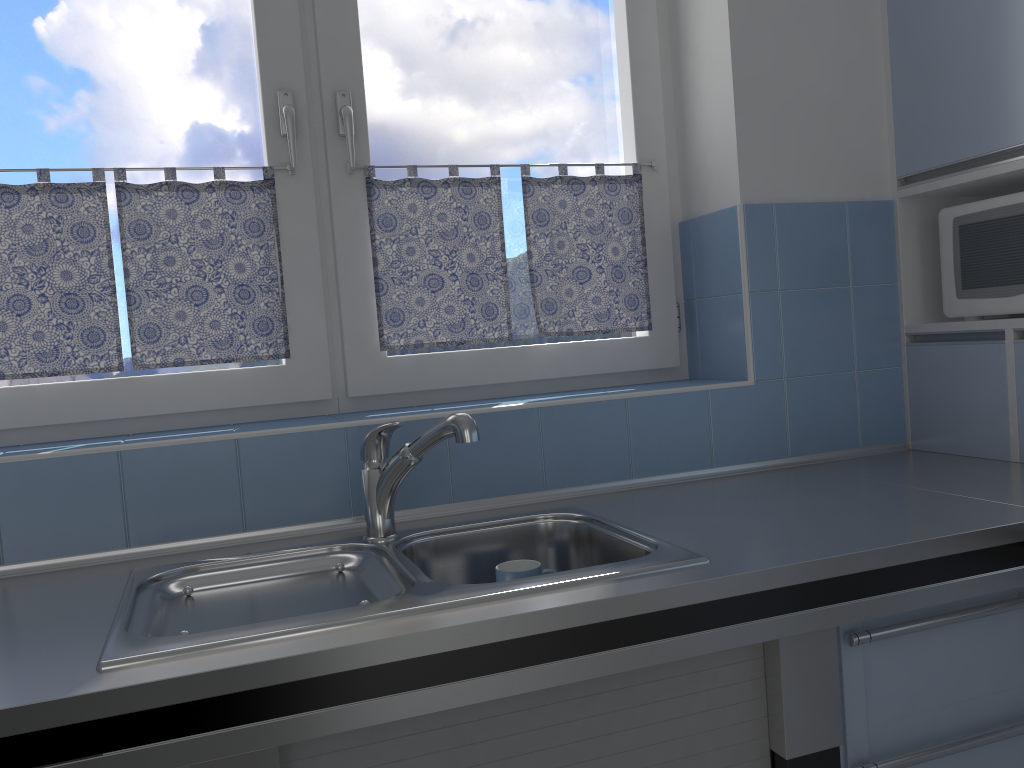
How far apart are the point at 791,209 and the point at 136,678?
1.6m

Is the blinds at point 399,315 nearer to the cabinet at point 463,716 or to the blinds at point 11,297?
the blinds at point 11,297

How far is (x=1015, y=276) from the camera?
1.8 meters

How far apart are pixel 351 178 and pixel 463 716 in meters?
1.2 m

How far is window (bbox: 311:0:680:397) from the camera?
1.92m

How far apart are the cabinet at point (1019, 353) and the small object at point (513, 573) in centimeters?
107cm

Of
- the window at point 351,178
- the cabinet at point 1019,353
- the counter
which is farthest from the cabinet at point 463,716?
the window at point 351,178

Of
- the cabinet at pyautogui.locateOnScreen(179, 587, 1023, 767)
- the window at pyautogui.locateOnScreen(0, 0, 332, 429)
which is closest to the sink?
the cabinet at pyautogui.locateOnScreen(179, 587, 1023, 767)

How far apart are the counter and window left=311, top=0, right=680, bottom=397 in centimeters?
37cm

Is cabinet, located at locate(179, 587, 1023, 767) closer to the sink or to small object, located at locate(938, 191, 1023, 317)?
the sink
